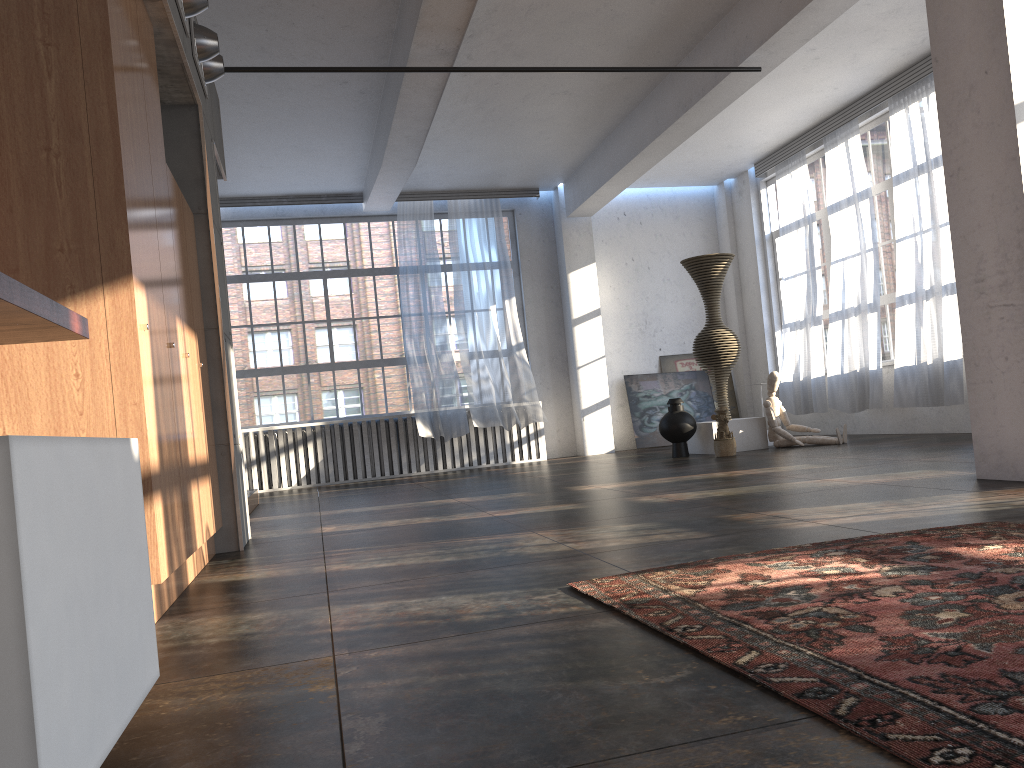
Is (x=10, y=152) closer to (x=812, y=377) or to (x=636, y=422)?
(x=812, y=377)

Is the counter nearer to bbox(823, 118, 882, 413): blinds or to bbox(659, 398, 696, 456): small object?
bbox(659, 398, 696, 456): small object

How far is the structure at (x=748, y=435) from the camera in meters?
10.1

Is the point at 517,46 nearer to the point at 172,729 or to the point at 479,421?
the point at 479,421

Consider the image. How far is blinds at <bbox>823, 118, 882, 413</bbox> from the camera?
10.4 meters

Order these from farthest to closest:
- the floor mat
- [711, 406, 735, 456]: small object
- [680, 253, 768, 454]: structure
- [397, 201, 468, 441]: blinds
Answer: [397, 201, 468, 441]: blinds → [680, 253, 768, 454]: structure → [711, 406, 735, 456]: small object → the floor mat

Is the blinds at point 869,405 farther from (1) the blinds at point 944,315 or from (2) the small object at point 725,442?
(2) the small object at point 725,442

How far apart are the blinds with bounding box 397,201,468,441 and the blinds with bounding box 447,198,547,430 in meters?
0.2

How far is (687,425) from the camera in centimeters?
1011cm

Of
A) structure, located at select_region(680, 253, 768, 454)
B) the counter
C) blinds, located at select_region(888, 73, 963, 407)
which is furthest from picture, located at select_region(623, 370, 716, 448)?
the counter
